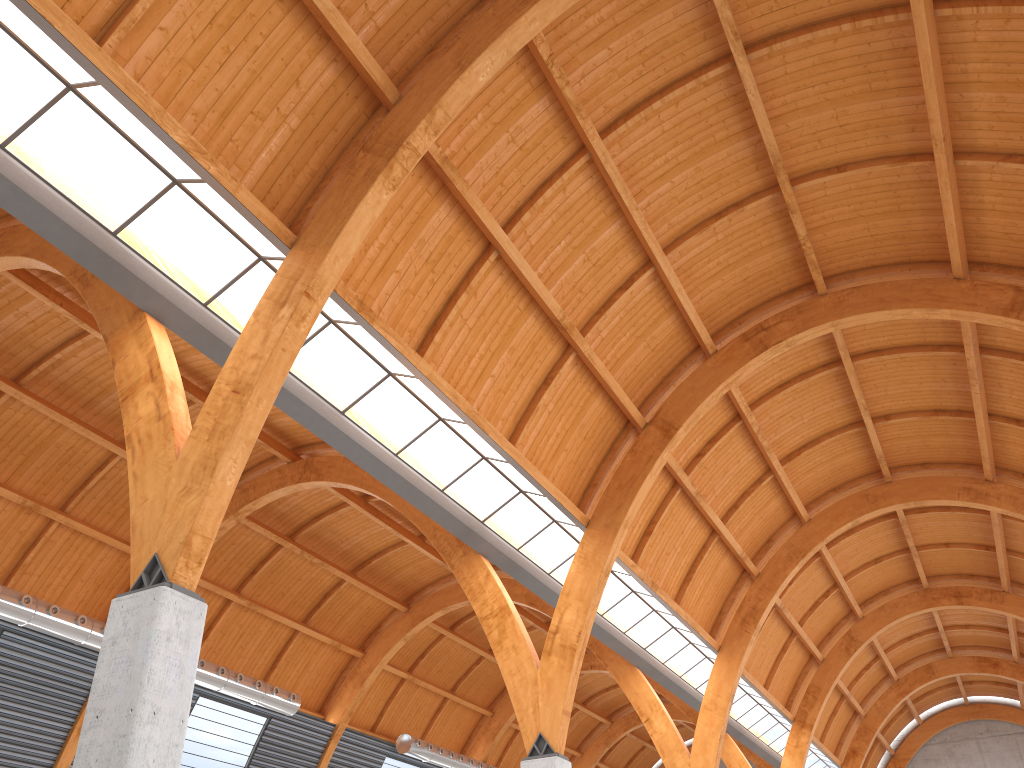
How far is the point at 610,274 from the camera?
29.6m
